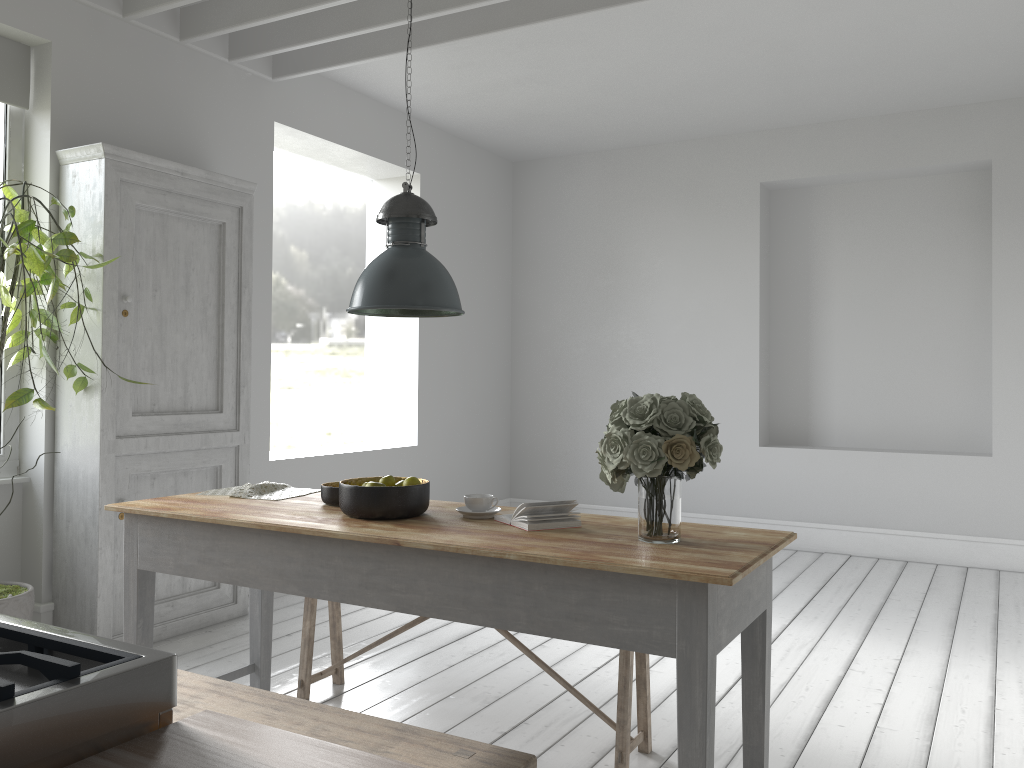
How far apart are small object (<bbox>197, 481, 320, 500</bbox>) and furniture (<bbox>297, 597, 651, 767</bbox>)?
0.7 meters

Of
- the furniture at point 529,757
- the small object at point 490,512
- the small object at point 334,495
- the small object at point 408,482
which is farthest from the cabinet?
the small object at point 490,512

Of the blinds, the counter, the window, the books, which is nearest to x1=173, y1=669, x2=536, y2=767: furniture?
the books

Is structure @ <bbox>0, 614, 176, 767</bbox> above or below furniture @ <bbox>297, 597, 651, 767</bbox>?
above

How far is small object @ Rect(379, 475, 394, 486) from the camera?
3.55m

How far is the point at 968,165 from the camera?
8.32m

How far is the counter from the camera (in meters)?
1.02

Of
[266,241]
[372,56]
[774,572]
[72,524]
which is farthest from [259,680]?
[774,572]

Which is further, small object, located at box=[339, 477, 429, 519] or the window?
the window

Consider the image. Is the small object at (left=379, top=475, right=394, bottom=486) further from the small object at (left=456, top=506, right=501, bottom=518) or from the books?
the books
